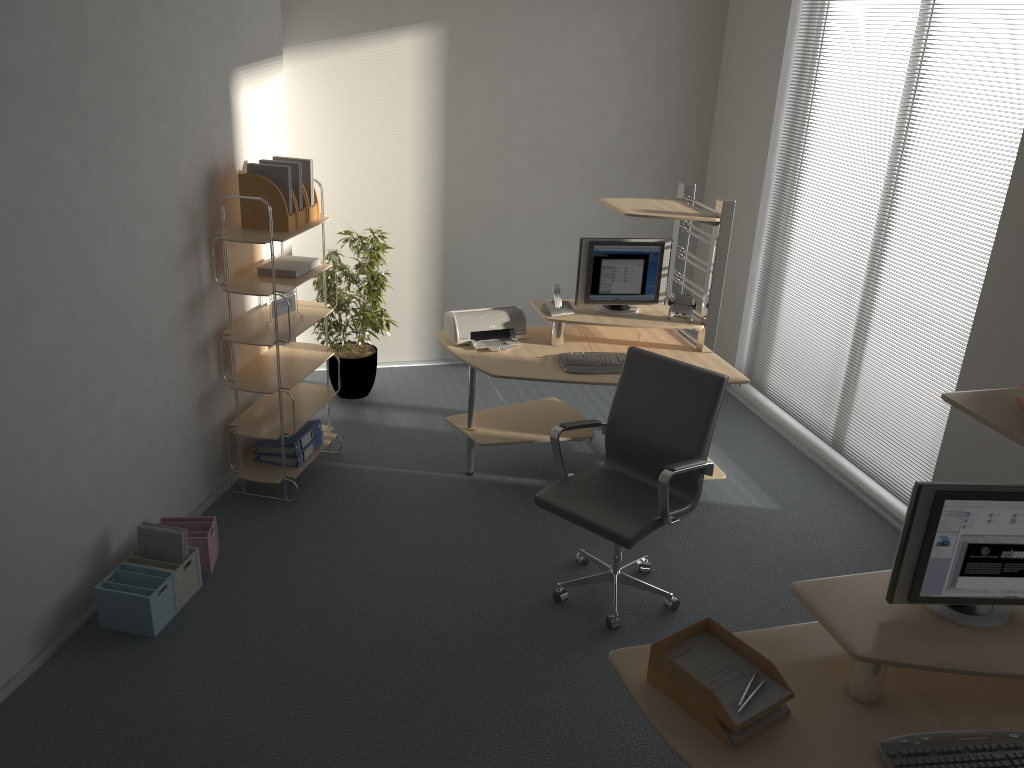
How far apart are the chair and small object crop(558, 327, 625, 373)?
0.51m

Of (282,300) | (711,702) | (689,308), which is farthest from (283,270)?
(711,702)

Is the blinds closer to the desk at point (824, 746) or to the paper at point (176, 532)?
the desk at point (824, 746)

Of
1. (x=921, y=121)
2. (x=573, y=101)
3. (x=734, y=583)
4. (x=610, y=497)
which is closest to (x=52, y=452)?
(x=610, y=497)

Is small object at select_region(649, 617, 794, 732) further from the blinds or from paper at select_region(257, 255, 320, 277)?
paper at select_region(257, 255, 320, 277)

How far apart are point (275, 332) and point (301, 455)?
0.8 meters

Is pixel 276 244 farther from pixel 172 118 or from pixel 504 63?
pixel 504 63

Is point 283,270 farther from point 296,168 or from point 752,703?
point 752,703

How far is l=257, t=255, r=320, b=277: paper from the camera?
4.41m

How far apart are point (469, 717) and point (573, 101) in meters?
4.3 m
